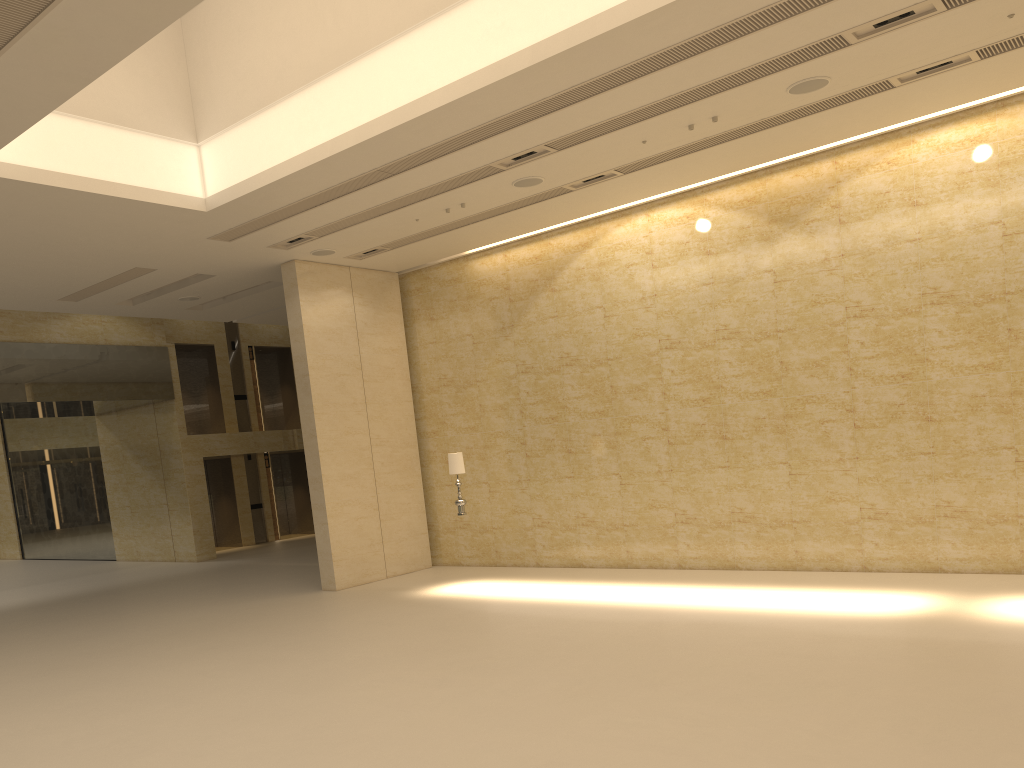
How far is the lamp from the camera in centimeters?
1415cm

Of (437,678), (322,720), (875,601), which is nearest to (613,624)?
(437,678)

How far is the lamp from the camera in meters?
14.1

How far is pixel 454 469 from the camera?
14.1m
